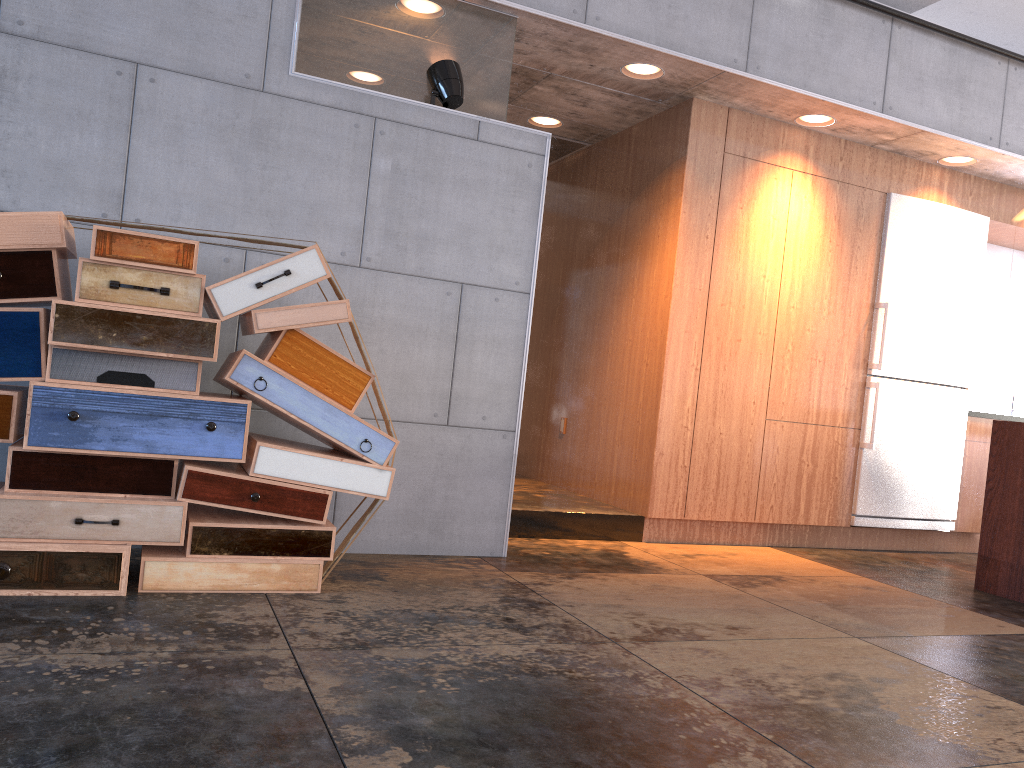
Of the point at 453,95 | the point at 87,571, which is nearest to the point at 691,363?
the point at 453,95

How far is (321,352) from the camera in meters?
3.4 m

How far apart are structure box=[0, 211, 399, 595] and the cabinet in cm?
222

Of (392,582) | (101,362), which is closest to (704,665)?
(392,582)

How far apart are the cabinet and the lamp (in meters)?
1.65

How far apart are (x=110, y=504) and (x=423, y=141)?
2.2m

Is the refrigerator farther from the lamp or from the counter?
the lamp

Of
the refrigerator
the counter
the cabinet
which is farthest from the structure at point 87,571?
the refrigerator

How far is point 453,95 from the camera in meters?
4.3 m

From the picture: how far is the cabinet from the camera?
5.40m
